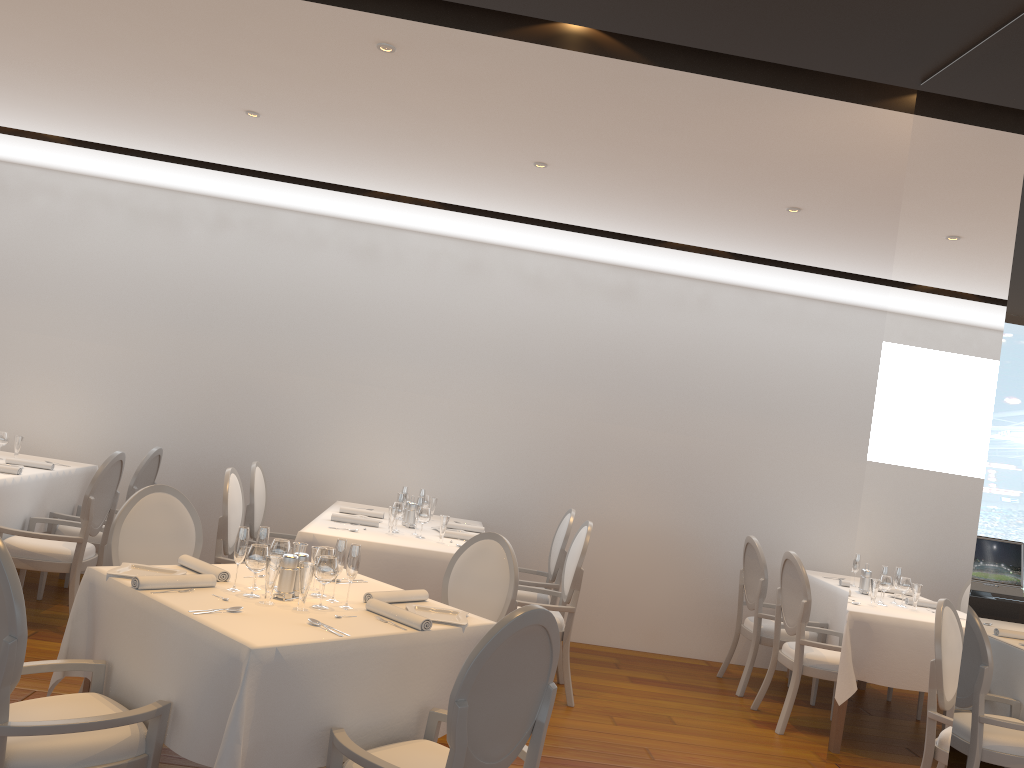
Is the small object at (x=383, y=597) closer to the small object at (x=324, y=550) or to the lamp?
the small object at (x=324, y=550)

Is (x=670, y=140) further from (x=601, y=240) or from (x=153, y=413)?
(x=153, y=413)

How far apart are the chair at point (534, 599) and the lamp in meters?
3.6

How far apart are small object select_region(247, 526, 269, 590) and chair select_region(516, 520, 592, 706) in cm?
236

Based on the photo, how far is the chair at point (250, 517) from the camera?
6.0m

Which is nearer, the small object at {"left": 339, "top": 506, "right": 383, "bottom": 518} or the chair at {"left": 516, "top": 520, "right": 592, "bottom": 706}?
the chair at {"left": 516, "top": 520, "right": 592, "bottom": 706}

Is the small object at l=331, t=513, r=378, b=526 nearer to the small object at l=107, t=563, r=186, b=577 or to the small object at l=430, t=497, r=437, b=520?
the small object at l=430, t=497, r=437, b=520

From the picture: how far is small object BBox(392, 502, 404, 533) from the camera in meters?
5.5

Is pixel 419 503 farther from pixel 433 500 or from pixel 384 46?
pixel 384 46

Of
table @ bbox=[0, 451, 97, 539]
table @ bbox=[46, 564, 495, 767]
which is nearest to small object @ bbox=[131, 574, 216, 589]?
table @ bbox=[46, 564, 495, 767]
